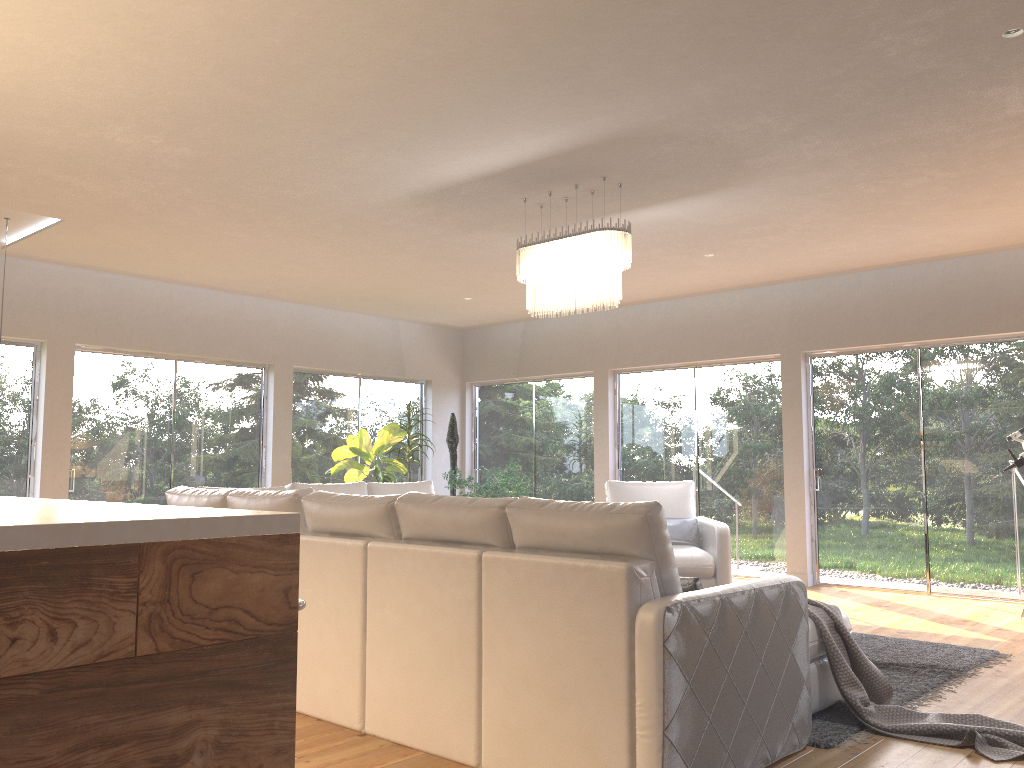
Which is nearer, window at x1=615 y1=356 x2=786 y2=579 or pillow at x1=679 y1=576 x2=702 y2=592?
pillow at x1=679 y1=576 x2=702 y2=592

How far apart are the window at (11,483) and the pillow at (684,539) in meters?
5.3 m

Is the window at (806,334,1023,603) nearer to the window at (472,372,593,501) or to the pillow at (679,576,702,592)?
the window at (472,372,593,501)

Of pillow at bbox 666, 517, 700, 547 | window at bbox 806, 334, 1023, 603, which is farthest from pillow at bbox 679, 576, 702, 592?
window at bbox 806, 334, 1023, 603

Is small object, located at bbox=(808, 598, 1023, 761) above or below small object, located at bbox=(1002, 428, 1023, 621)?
below

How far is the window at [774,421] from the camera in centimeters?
849cm

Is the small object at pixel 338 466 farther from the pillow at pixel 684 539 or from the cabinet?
the cabinet

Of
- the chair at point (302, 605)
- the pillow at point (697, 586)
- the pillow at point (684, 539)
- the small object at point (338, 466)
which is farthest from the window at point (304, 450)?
the chair at point (302, 605)

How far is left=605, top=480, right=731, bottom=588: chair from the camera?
6.6 meters

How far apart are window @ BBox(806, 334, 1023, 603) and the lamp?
3.67m
